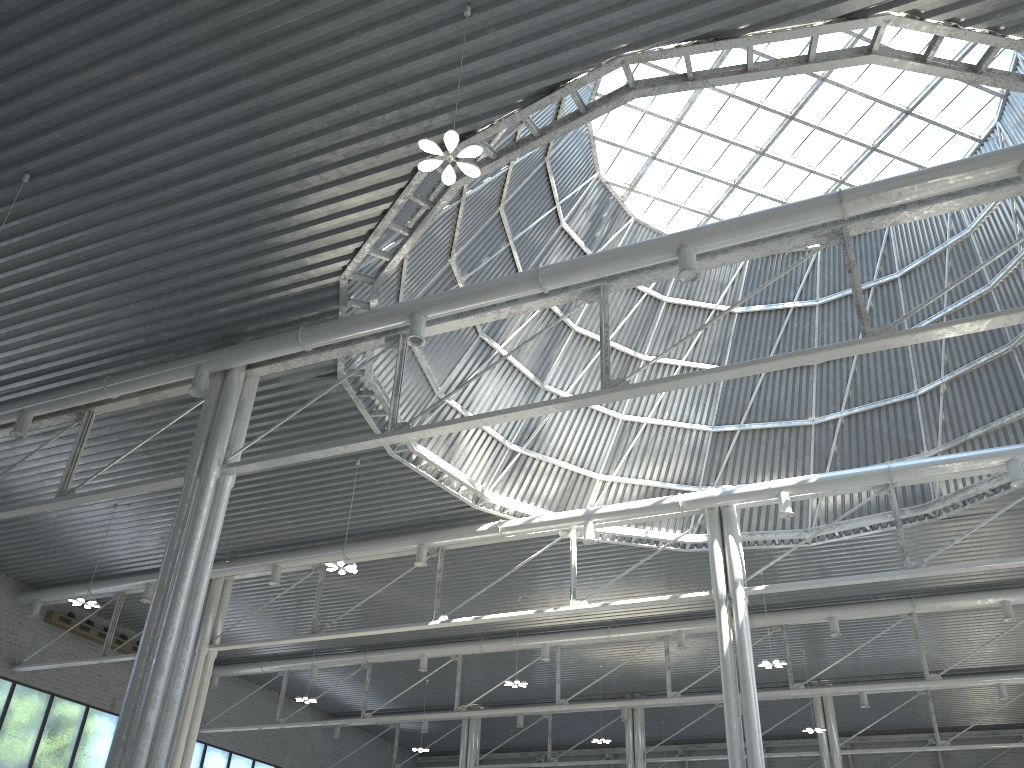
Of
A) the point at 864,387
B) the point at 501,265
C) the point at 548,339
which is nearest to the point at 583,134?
the point at 501,265
